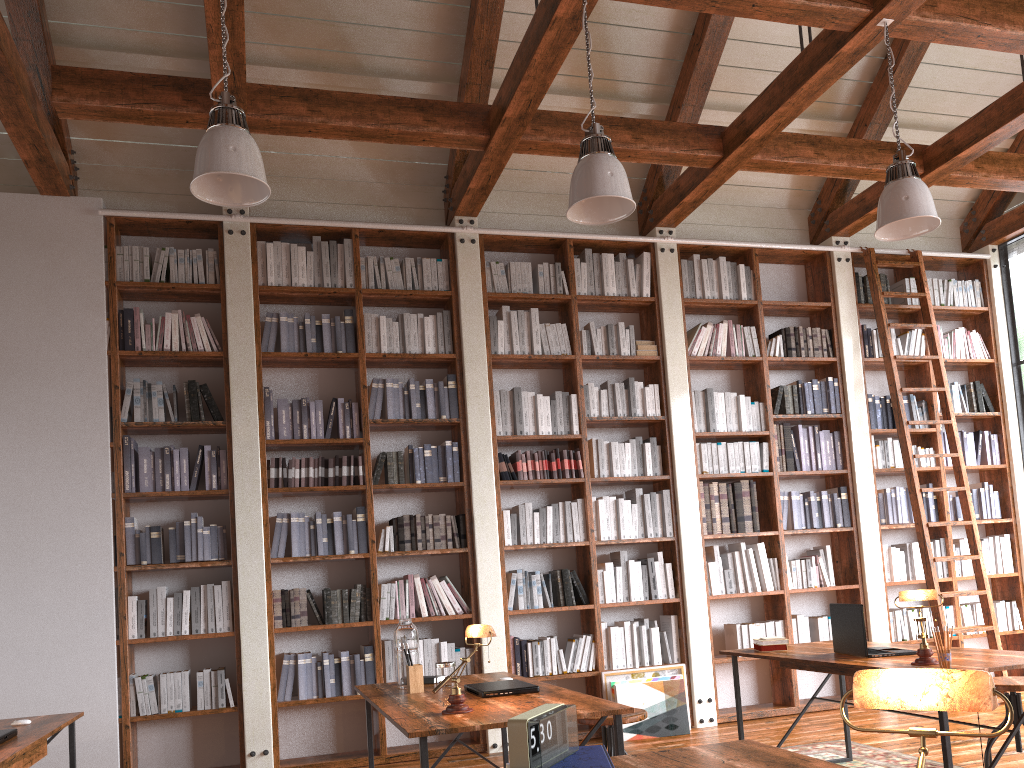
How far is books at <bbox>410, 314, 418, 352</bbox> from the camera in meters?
6.0

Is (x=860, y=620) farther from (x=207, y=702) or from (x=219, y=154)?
(x=207, y=702)

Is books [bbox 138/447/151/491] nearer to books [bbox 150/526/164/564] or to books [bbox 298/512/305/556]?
books [bbox 150/526/164/564]

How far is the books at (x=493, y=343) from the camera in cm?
611

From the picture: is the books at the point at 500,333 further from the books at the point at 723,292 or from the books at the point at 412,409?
the books at the point at 723,292

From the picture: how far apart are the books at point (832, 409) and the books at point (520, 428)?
2.5 meters

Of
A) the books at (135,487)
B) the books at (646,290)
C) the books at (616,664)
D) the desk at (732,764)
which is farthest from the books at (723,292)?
the desk at (732,764)

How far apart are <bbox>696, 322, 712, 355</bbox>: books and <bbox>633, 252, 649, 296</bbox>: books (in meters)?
0.54

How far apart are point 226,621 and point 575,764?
4.0m

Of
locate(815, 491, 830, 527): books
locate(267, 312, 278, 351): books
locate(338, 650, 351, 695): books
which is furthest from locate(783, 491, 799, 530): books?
locate(267, 312, 278, 351): books
